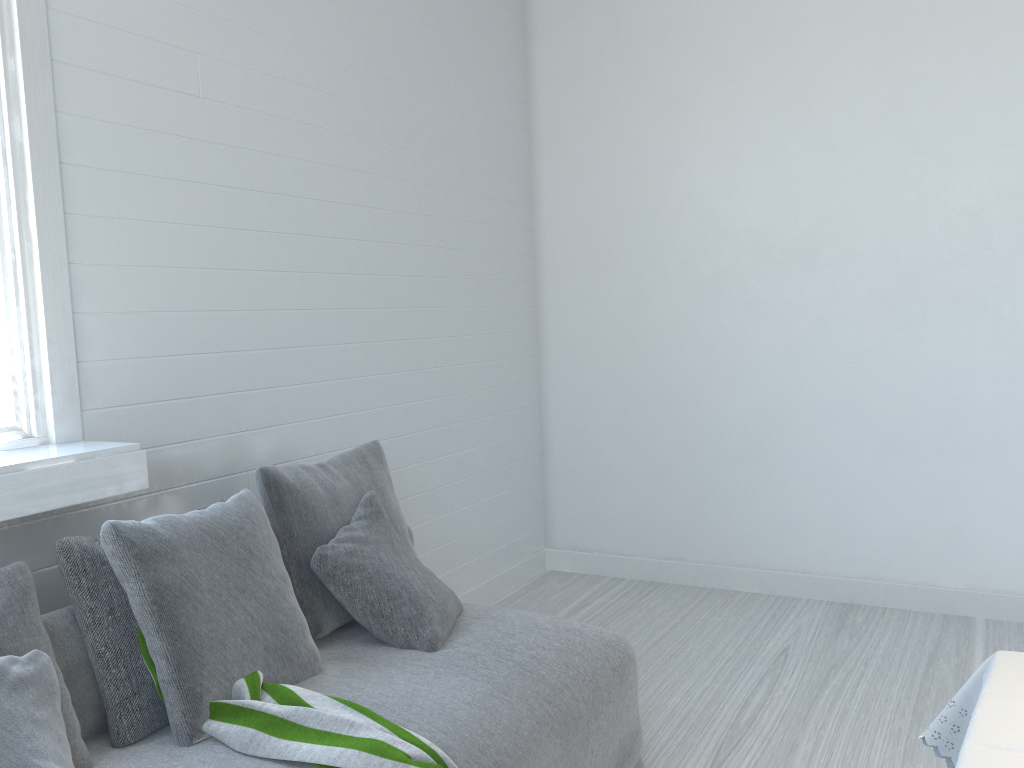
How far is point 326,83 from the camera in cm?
368

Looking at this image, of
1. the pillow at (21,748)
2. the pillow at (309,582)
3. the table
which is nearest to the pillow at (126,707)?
the pillow at (21,748)

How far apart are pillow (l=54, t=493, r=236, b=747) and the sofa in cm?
2

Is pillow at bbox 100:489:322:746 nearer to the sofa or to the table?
the sofa

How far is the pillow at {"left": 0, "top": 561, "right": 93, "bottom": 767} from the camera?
2.02m

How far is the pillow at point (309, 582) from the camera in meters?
2.8 m

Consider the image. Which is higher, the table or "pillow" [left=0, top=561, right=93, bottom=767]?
"pillow" [left=0, top=561, right=93, bottom=767]

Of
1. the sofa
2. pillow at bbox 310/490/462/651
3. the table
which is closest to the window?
the sofa

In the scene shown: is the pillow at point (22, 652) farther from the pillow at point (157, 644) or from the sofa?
the pillow at point (157, 644)

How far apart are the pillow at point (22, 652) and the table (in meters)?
1.87
